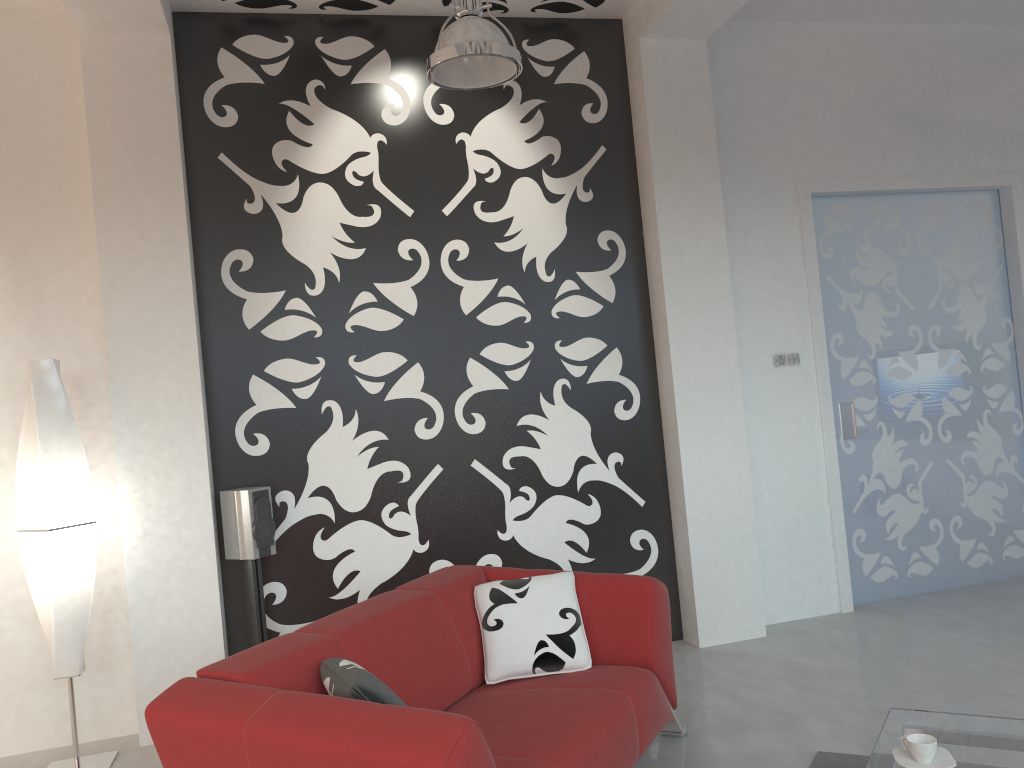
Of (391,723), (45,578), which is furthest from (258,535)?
(391,723)

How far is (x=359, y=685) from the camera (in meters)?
2.29

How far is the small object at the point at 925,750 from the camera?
2.4 meters

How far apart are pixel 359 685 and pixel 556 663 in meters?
1.1 m

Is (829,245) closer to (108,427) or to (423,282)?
→ (423,282)

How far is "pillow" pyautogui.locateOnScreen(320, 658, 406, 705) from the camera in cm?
229

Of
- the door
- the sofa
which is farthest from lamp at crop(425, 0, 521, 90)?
the door

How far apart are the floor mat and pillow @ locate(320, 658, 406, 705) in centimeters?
168cm

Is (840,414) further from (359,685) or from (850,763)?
(359,685)

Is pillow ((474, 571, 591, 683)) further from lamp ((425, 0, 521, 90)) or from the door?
the door
